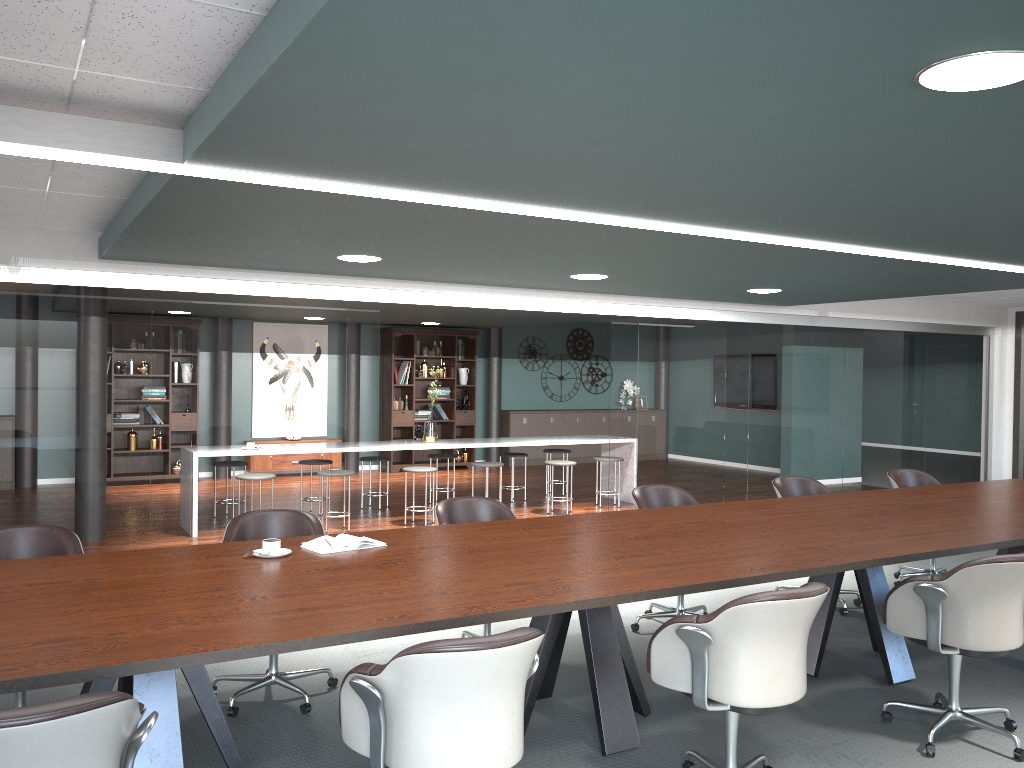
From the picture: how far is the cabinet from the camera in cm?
1317

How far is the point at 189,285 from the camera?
5.6m

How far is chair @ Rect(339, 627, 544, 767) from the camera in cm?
209

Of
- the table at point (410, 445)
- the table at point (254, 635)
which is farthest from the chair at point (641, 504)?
the table at point (410, 445)

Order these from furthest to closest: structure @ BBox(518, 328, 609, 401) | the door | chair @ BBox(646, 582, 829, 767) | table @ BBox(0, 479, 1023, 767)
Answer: structure @ BBox(518, 328, 609, 401) → the door → chair @ BBox(646, 582, 829, 767) → table @ BBox(0, 479, 1023, 767)

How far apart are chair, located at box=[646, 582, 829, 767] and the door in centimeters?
820cm

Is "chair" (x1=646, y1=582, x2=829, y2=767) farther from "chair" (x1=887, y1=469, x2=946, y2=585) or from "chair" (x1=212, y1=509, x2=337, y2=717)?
"chair" (x1=887, y1=469, x2=946, y2=585)

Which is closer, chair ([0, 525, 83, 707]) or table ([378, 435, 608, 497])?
chair ([0, 525, 83, 707])

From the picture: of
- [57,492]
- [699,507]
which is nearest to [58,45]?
[699,507]

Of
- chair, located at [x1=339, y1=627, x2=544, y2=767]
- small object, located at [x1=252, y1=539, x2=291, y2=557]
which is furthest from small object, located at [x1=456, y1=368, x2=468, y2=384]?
chair, located at [x1=339, y1=627, x2=544, y2=767]
